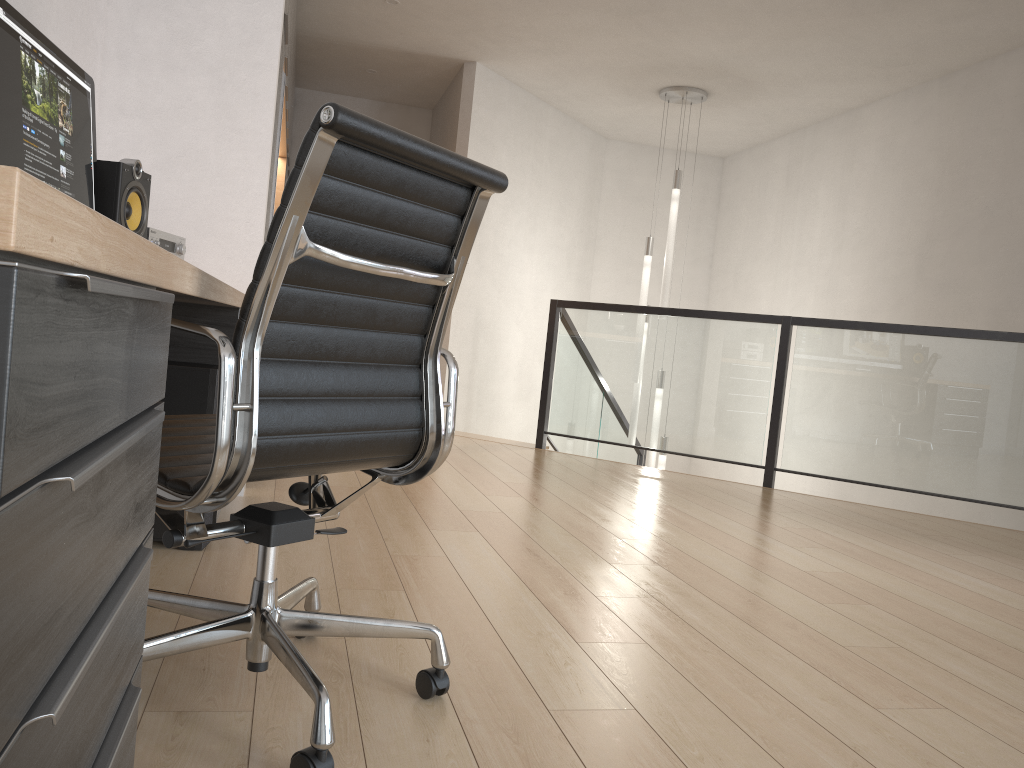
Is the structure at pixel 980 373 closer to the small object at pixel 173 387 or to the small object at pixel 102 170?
the small object at pixel 173 387

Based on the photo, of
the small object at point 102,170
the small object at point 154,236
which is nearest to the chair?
Result: the small object at point 102,170

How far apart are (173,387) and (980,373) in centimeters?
401cm

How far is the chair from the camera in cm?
127

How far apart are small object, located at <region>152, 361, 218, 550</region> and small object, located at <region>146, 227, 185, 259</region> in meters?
0.4

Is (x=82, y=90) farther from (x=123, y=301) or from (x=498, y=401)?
(x=498, y=401)

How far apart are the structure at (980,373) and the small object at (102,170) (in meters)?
3.50

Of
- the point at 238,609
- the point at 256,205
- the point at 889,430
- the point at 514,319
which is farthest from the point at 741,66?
the point at 238,609

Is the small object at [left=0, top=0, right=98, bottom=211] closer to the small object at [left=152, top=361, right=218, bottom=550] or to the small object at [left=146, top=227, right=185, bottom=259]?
the small object at [left=146, top=227, right=185, bottom=259]

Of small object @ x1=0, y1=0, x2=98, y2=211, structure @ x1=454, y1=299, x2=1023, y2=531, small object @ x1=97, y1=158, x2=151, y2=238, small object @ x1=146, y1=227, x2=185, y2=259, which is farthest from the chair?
structure @ x1=454, y1=299, x2=1023, y2=531
